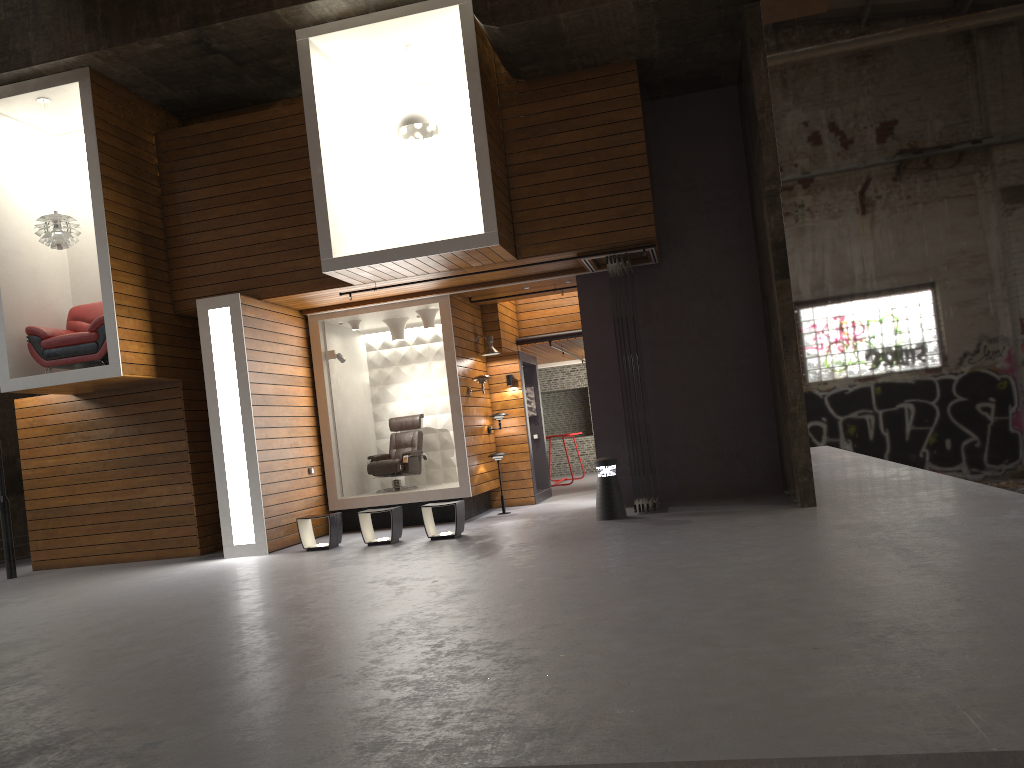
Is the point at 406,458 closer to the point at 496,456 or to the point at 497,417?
the point at 496,456

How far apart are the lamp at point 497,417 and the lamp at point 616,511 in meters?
3.1 m

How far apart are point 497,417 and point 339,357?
2.4m

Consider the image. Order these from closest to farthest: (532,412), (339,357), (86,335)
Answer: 1. (86,335)
2. (339,357)
3. (532,412)

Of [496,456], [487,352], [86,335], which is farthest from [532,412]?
[86,335]

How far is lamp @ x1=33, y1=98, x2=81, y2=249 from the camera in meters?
10.3

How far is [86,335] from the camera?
10.3 meters

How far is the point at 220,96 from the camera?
11.38m

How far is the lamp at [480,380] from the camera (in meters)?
12.02

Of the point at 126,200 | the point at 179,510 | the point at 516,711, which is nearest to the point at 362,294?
the point at 126,200
